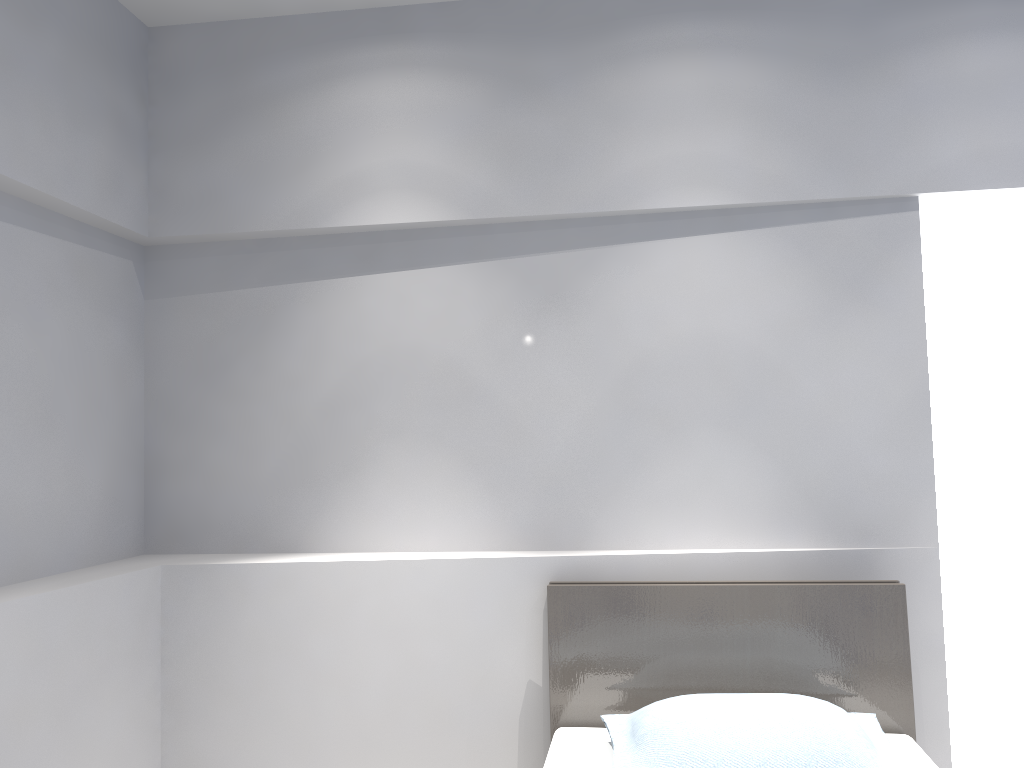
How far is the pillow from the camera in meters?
2.1 m

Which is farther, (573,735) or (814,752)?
(573,735)

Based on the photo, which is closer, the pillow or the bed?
the pillow

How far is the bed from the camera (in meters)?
2.51

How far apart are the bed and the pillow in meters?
0.1

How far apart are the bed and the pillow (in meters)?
0.06

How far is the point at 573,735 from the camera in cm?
251

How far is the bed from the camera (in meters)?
2.51

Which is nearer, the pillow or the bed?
the pillow

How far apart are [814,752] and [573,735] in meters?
0.7 m
